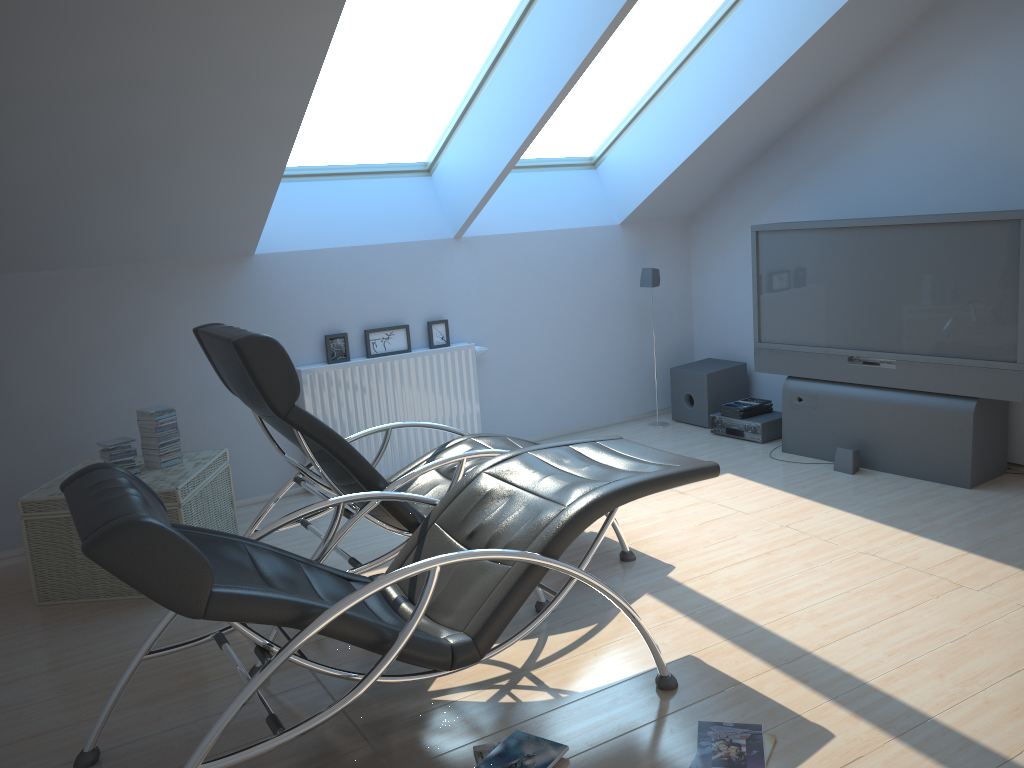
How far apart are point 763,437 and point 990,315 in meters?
1.7

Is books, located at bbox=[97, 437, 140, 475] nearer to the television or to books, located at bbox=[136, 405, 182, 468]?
books, located at bbox=[136, 405, 182, 468]

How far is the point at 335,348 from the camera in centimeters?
554cm

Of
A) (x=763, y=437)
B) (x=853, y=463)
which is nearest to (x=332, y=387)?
(x=763, y=437)

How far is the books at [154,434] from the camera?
4.3 meters

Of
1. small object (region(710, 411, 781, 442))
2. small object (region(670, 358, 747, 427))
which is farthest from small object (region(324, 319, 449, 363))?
small object (region(710, 411, 781, 442))

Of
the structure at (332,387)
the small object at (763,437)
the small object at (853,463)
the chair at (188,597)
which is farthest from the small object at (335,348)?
the small object at (853,463)

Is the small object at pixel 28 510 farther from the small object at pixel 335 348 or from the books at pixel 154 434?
the small object at pixel 335 348

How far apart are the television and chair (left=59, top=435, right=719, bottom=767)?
2.26m

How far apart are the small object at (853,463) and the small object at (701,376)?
1.32m
